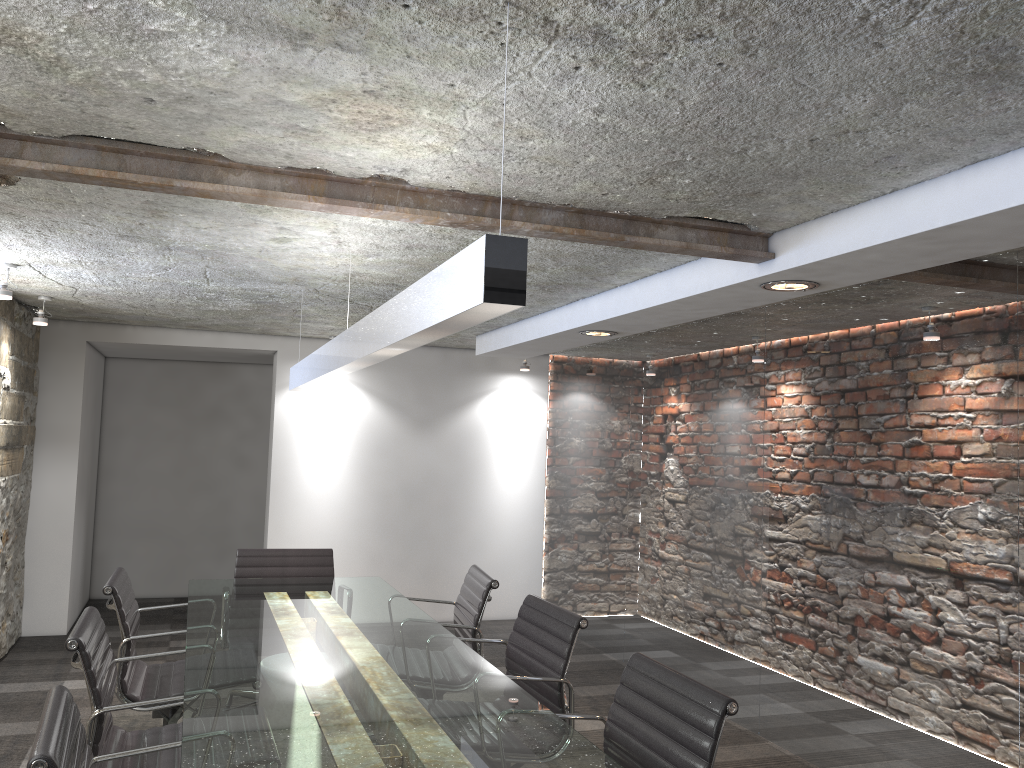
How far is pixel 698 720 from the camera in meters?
2.1

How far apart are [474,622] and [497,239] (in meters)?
2.53

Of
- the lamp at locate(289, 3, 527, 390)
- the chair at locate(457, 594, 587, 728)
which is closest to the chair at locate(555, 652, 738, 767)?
the chair at locate(457, 594, 587, 728)

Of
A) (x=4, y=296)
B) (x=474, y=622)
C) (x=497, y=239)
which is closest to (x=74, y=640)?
(x=474, y=622)

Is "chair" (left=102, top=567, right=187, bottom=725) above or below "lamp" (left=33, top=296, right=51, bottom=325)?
below

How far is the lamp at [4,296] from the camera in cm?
403

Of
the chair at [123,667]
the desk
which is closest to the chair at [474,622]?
the desk

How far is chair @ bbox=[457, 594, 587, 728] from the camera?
2.9 meters

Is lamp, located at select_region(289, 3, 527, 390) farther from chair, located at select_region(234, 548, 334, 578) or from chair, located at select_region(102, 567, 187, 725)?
chair, located at select_region(102, 567, 187, 725)

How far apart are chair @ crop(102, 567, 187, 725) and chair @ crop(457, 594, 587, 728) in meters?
1.2
